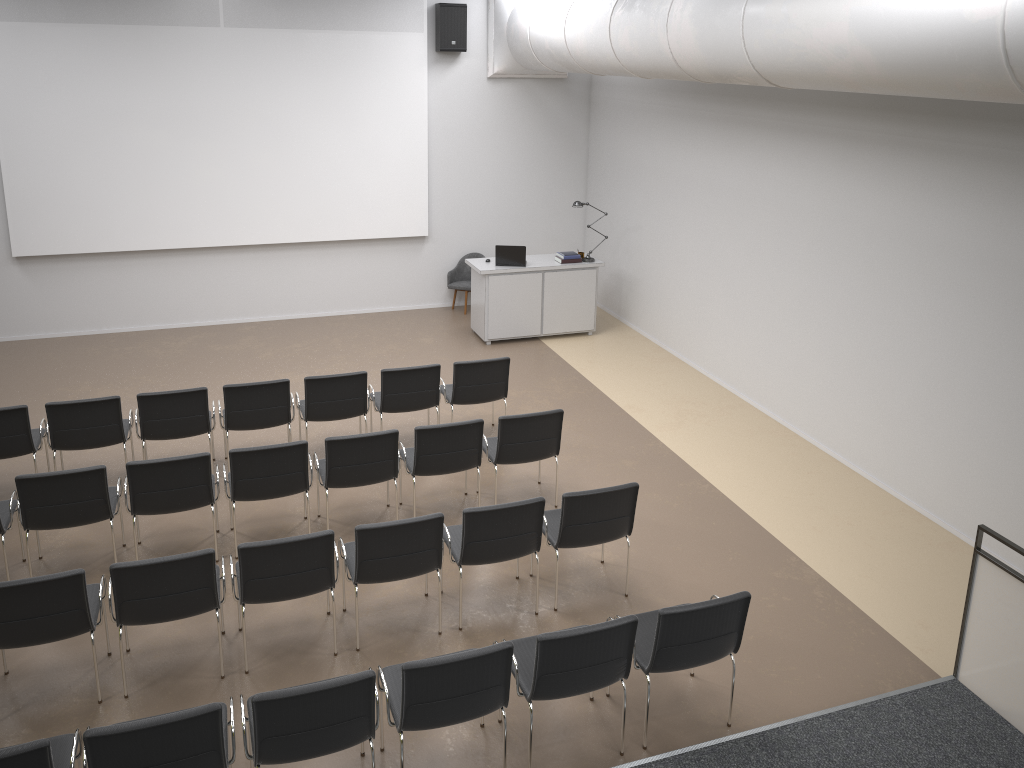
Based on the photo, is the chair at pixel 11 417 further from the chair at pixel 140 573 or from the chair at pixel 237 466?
the chair at pixel 140 573

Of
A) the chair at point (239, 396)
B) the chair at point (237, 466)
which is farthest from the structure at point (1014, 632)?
the chair at point (239, 396)

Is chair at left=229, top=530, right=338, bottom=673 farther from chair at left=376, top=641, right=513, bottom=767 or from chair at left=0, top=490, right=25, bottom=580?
chair at left=0, top=490, right=25, bottom=580

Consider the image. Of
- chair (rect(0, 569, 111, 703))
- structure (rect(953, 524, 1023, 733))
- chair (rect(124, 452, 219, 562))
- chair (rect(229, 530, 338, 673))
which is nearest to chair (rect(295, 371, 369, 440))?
chair (rect(124, 452, 219, 562))

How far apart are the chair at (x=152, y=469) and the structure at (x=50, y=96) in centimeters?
551cm

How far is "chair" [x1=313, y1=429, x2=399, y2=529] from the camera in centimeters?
661cm

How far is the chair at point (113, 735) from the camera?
3.8m

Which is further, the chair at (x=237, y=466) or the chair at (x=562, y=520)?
the chair at (x=237, y=466)

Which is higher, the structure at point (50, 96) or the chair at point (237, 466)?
the structure at point (50, 96)

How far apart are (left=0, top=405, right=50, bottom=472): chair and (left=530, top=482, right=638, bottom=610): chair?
4.2 meters
